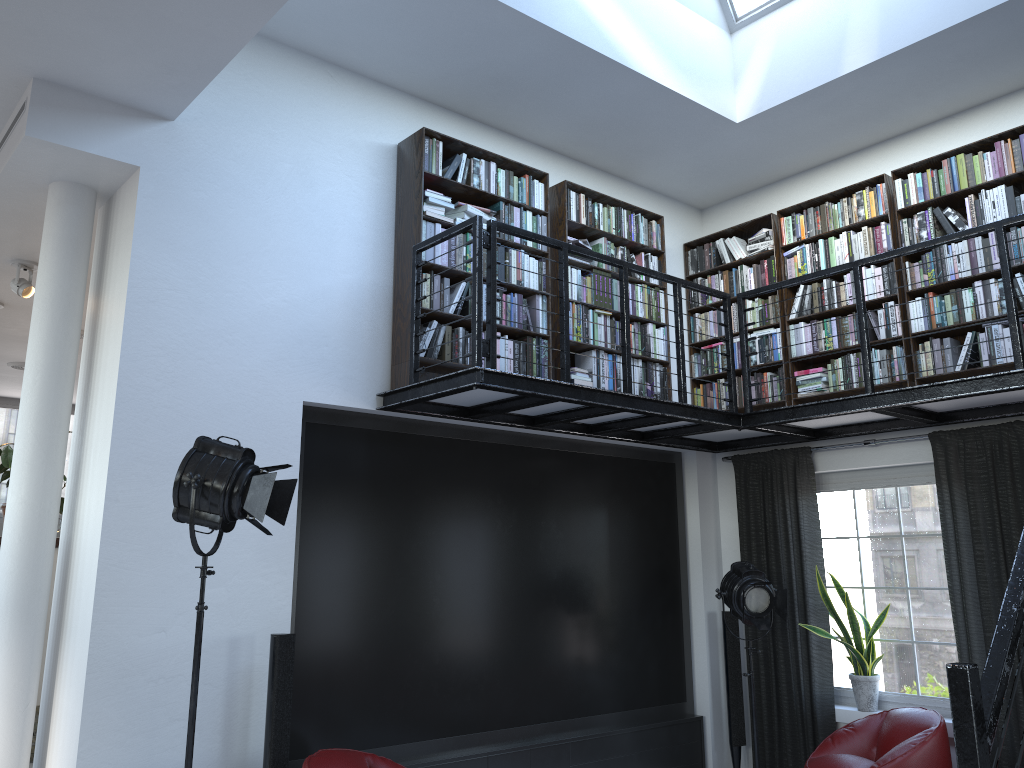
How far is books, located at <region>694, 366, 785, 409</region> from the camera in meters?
6.5 m

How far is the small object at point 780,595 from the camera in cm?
576

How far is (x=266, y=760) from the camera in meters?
4.2 m

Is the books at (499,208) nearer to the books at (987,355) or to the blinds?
the books at (987,355)

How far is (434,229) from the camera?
5.3 meters

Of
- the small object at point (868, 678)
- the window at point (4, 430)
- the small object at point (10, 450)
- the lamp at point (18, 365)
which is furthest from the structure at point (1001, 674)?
the window at point (4, 430)

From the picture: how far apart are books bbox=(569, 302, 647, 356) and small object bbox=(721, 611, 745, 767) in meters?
2.1

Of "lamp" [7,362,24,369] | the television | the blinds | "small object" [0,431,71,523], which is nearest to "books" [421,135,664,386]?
the television

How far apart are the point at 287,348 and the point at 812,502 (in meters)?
3.85

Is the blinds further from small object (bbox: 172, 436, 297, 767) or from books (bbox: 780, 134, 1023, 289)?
small object (bbox: 172, 436, 297, 767)
